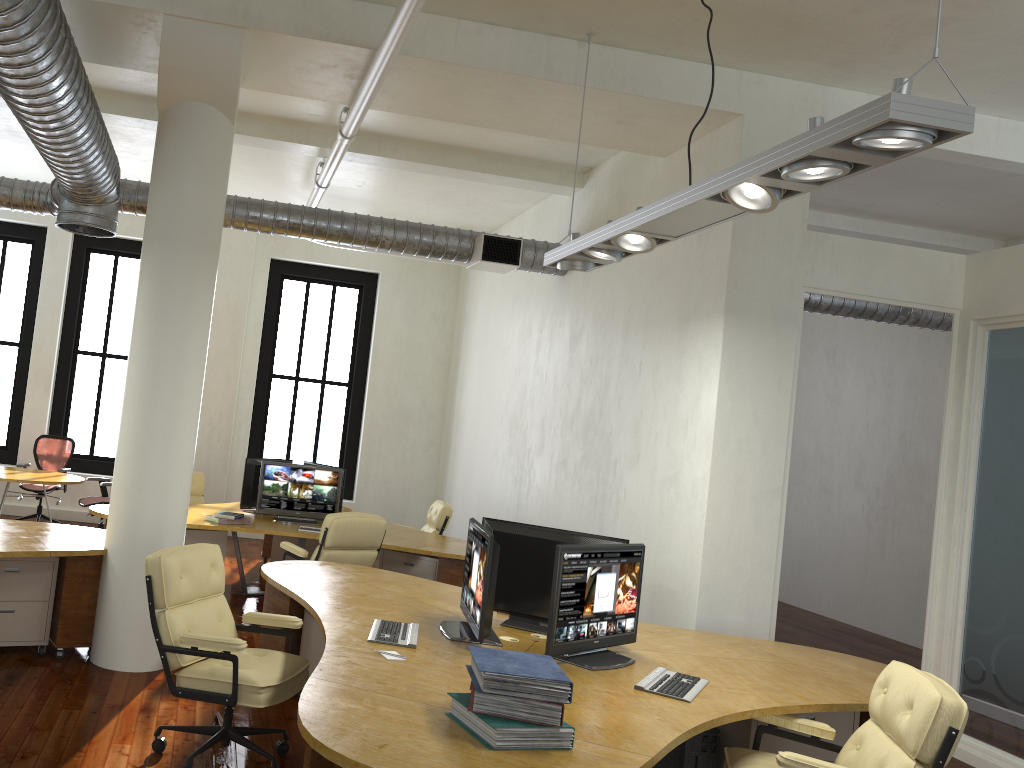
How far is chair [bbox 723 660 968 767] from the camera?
3.19m

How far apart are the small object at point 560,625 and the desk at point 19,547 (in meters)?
3.04

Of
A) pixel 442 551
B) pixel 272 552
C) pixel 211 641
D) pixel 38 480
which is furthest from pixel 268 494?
pixel 211 641

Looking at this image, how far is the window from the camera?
12.8m

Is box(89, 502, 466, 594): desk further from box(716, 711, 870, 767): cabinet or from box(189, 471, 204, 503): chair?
box(716, 711, 870, 767): cabinet

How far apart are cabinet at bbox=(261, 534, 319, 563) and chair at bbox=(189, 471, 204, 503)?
0.94m

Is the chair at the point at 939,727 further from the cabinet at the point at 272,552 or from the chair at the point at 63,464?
the chair at the point at 63,464

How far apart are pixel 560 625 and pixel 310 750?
1.6m

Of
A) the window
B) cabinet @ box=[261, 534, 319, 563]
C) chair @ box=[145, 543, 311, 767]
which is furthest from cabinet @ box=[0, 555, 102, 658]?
the window

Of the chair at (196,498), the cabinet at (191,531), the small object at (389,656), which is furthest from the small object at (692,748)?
the chair at (196,498)
